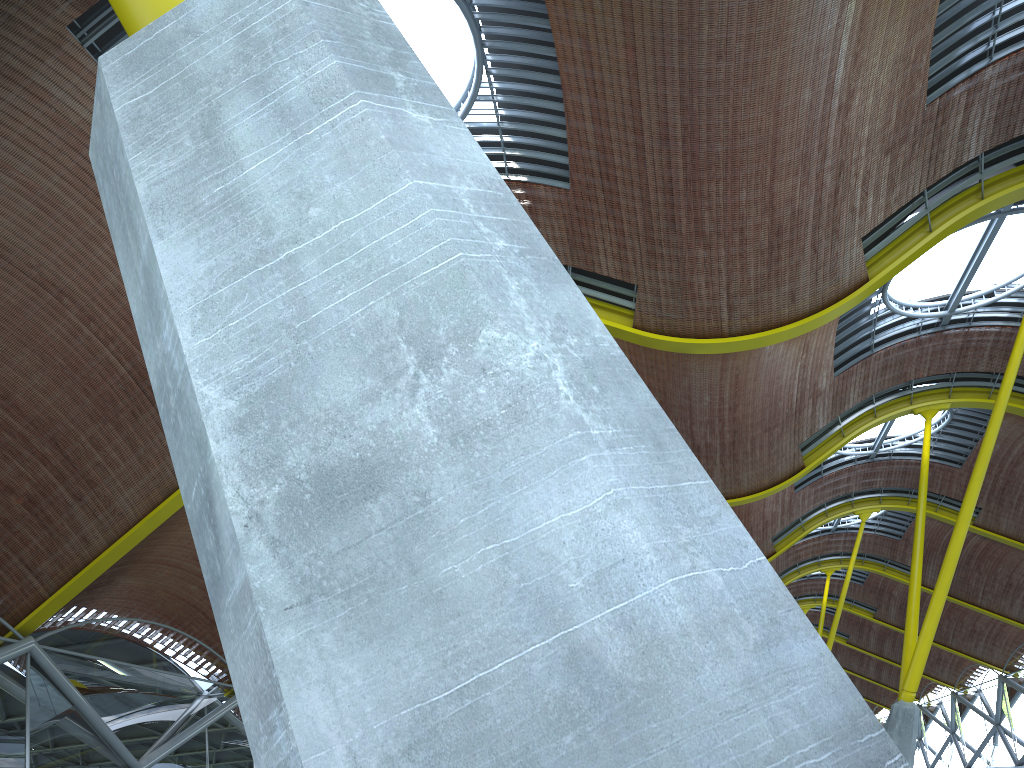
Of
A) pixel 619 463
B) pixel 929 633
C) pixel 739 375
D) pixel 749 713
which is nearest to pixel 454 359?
pixel 619 463
